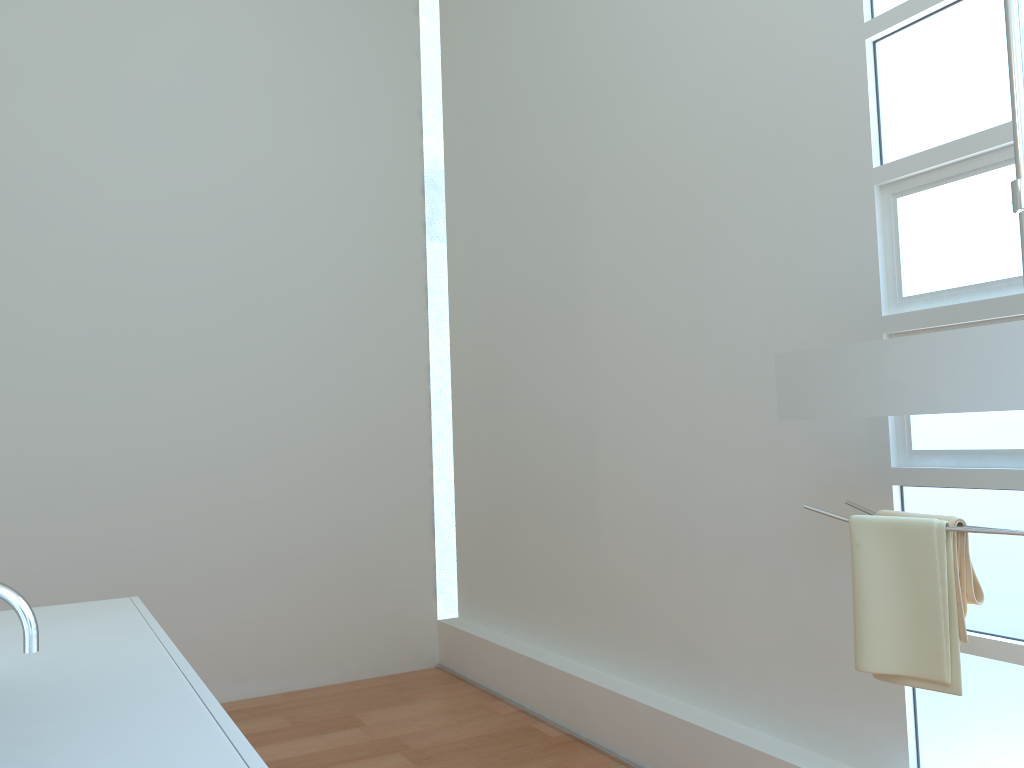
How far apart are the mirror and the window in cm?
35

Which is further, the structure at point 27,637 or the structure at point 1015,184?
the structure at point 1015,184

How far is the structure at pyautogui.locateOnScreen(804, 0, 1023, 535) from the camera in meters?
1.7

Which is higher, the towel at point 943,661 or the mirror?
the mirror

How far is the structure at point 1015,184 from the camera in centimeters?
169cm

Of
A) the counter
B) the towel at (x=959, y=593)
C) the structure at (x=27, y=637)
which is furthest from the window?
the structure at (x=27, y=637)

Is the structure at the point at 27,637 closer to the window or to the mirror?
the mirror

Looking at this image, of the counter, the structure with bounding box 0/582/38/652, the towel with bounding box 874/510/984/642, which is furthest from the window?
the structure with bounding box 0/582/38/652

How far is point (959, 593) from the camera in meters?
1.8 m

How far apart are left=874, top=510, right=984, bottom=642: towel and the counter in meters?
1.4 m
